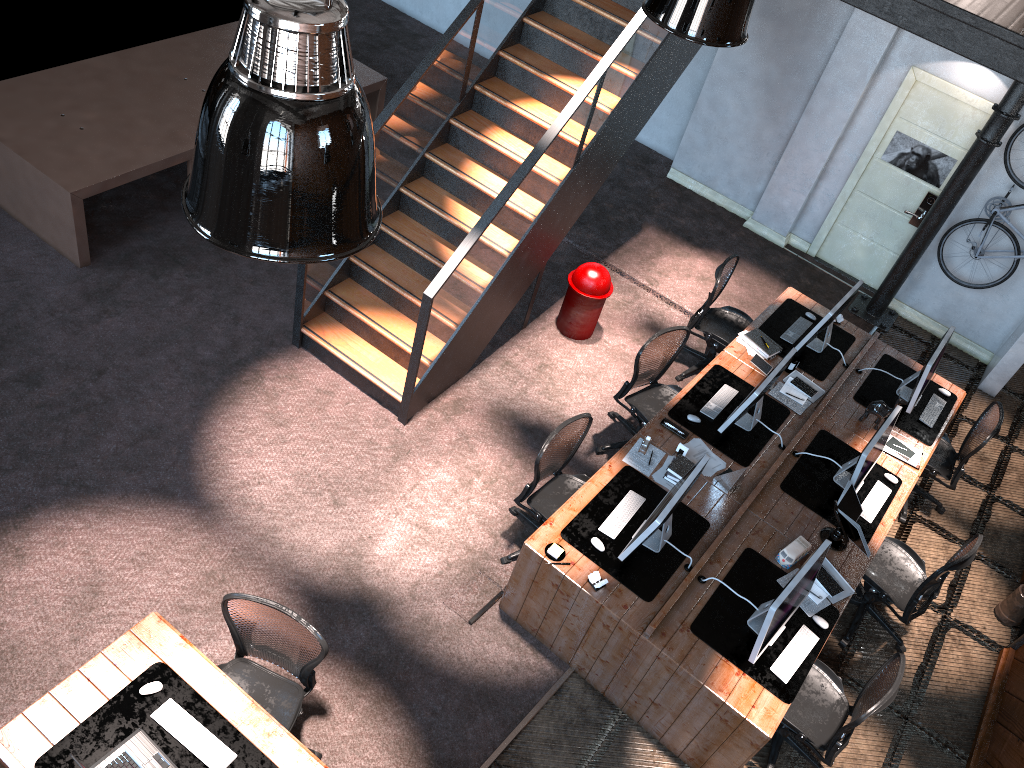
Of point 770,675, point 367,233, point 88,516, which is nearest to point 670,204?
point 770,675

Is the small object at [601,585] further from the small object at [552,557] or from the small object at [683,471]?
the small object at [683,471]

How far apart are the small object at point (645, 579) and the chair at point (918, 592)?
1.26m

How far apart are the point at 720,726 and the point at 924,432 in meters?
3.3 m

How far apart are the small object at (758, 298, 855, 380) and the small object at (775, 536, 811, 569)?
1.9m

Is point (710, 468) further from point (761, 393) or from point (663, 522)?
point (663, 522)

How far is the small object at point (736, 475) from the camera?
5.9m

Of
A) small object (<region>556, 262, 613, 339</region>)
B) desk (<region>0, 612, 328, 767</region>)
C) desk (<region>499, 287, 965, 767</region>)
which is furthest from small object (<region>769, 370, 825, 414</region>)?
desk (<region>0, 612, 328, 767</region>)

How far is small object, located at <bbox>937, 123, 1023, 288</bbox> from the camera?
8.1m

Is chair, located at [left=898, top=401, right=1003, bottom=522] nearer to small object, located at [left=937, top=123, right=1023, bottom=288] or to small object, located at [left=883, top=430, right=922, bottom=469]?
small object, located at [left=883, top=430, right=922, bottom=469]
